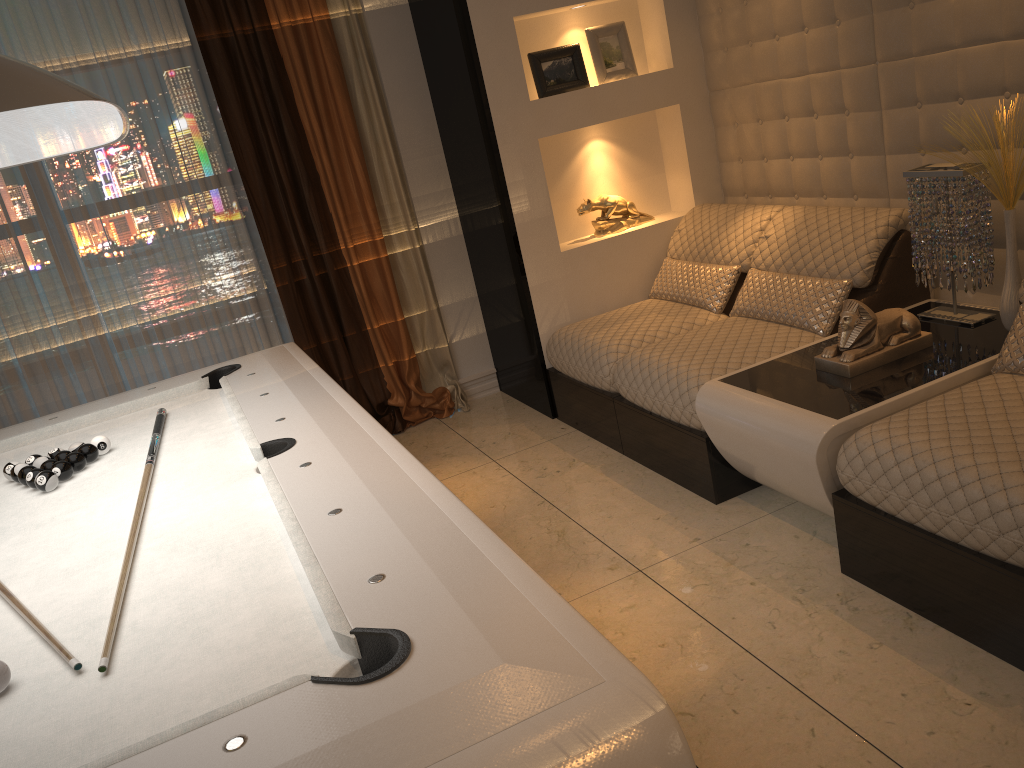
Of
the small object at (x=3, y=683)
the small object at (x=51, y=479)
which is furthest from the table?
the small object at (x=3, y=683)

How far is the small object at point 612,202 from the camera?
4.3m

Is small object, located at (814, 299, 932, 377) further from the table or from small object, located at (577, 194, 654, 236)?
small object, located at (577, 194, 654, 236)

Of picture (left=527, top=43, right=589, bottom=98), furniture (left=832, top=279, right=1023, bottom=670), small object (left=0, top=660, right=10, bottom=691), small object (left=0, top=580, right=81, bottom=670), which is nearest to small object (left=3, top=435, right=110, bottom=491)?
small object (left=0, top=580, right=81, bottom=670)

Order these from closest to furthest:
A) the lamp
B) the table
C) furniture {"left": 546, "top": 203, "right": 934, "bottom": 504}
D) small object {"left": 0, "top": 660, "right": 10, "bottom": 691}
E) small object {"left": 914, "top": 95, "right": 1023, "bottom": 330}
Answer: the lamp → small object {"left": 0, "top": 660, "right": 10, "bottom": 691} → the table → small object {"left": 914, "top": 95, "right": 1023, "bottom": 330} → furniture {"left": 546, "top": 203, "right": 934, "bottom": 504}

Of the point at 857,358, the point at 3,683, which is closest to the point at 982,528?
the point at 857,358

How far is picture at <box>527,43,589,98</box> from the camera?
4.0 meters

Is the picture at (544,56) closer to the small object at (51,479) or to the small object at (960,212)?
the small object at (960,212)

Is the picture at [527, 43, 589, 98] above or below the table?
above

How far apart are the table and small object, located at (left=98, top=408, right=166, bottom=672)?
1.7 meters
